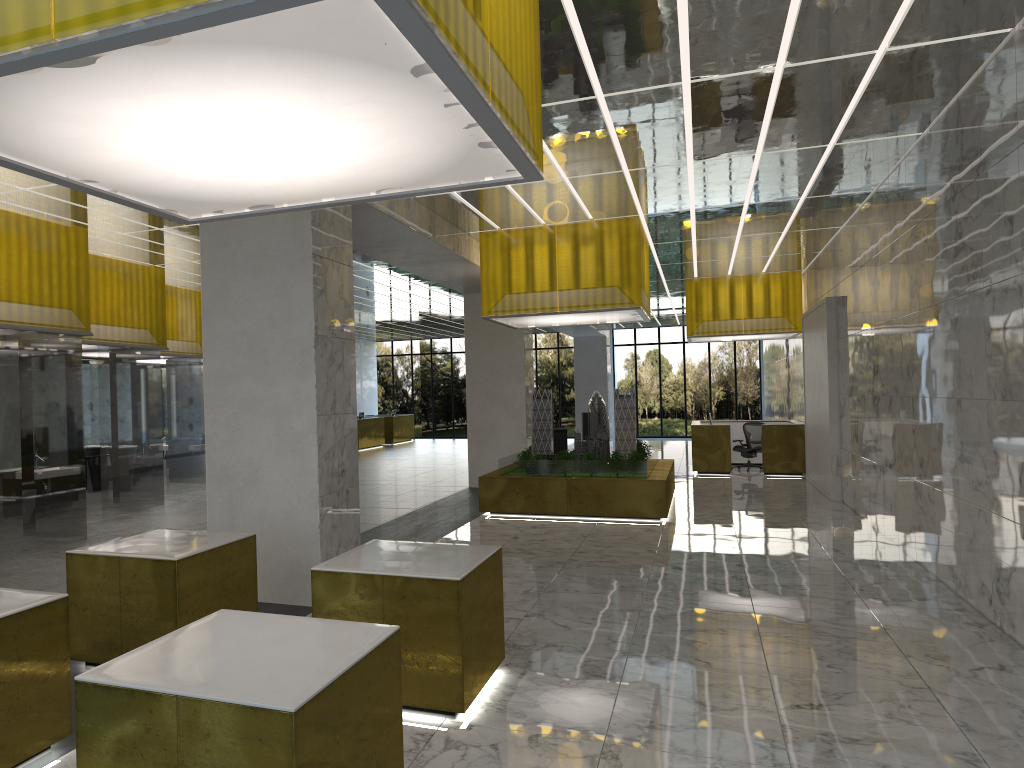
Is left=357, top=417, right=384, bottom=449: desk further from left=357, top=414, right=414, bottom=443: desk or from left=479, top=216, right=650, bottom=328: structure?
left=479, top=216, right=650, bottom=328: structure

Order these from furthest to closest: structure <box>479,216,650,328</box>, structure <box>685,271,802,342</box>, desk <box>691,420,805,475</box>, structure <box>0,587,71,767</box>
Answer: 1. structure <box>685,271,802,342</box>
2. desk <box>691,420,805,475</box>
3. structure <box>479,216,650,328</box>
4. structure <box>0,587,71,767</box>

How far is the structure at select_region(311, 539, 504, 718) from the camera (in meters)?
6.74

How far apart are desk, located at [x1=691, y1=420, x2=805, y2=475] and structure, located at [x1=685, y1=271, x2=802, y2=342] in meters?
2.8 m

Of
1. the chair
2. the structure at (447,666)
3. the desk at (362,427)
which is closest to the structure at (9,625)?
the structure at (447,666)

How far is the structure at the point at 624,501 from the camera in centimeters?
1769cm

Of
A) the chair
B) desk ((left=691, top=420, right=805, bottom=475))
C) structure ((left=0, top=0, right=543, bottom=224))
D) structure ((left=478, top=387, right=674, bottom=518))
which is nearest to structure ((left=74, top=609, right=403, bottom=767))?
structure ((left=0, top=0, right=543, bottom=224))

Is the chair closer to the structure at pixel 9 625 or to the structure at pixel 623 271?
the structure at pixel 623 271

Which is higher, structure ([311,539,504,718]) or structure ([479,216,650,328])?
structure ([479,216,650,328])

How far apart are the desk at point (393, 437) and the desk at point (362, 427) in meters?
1.8 m
